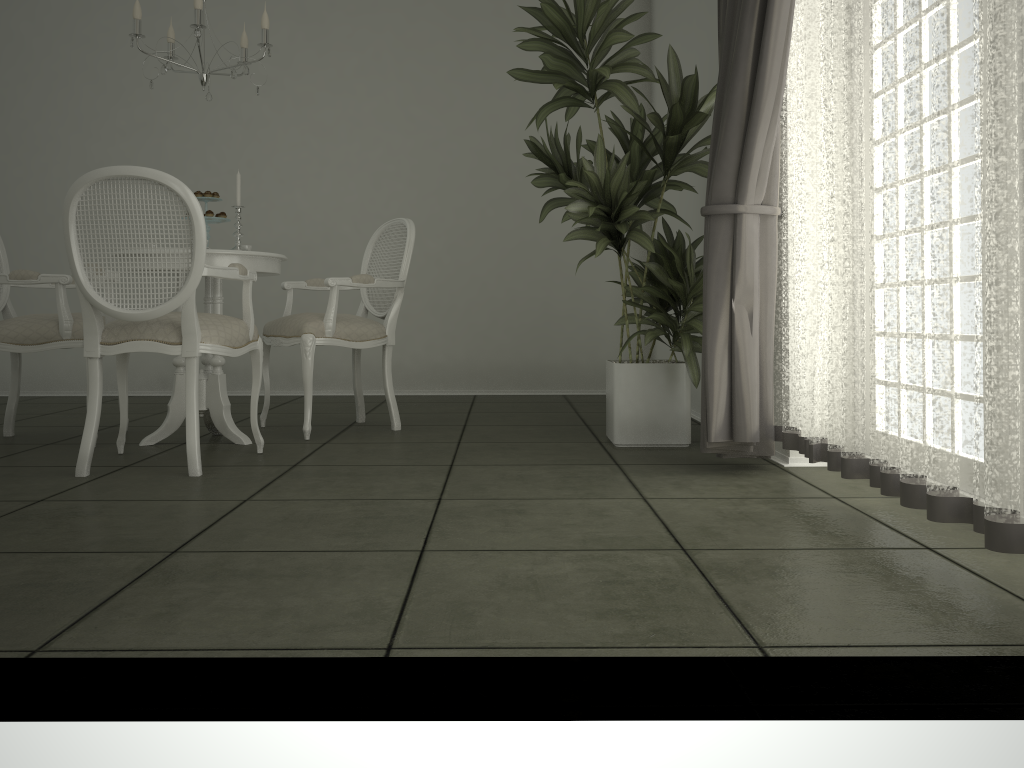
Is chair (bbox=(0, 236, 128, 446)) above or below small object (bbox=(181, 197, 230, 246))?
below

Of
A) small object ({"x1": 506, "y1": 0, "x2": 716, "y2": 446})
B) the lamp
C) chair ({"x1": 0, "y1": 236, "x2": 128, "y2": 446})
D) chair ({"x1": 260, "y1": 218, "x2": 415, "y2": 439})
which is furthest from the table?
small object ({"x1": 506, "y1": 0, "x2": 716, "y2": 446})

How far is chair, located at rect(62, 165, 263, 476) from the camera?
3.0 meters

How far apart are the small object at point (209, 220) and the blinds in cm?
211

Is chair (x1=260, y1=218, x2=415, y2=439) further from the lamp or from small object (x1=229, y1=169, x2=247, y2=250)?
the lamp

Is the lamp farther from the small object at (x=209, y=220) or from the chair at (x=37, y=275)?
the chair at (x=37, y=275)

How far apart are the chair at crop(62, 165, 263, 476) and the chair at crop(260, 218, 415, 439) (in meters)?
0.40

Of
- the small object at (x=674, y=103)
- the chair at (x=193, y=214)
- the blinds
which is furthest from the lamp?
the blinds

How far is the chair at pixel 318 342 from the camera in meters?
4.0 m

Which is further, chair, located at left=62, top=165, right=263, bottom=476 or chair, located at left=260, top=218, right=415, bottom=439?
chair, located at left=260, top=218, right=415, bottom=439
